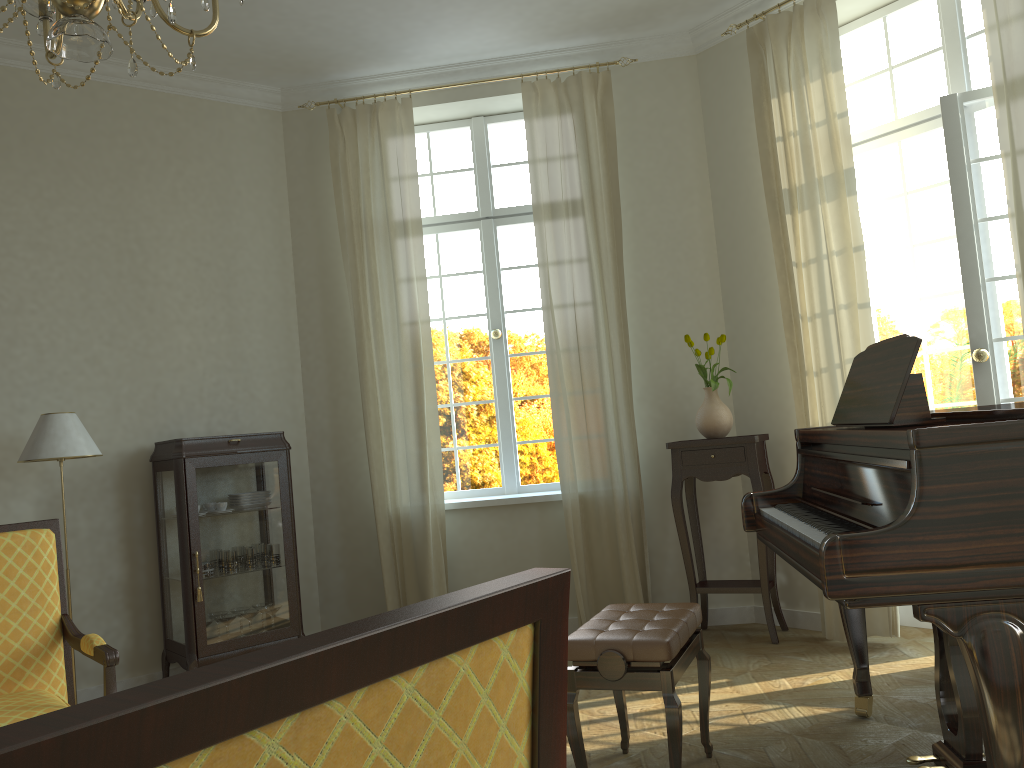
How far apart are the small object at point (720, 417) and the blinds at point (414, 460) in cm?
155

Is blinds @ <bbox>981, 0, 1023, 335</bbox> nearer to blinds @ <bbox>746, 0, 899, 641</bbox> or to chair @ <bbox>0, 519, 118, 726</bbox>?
blinds @ <bbox>746, 0, 899, 641</bbox>

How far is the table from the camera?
4.82m

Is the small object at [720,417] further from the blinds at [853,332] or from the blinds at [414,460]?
the blinds at [414,460]

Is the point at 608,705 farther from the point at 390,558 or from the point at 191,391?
the point at 191,391

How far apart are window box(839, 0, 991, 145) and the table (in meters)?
1.76

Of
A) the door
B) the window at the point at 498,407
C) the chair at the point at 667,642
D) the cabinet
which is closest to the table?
the door

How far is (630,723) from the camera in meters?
3.7

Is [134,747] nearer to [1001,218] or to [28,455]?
[28,455]

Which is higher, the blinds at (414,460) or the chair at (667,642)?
the blinds at (414,460)
